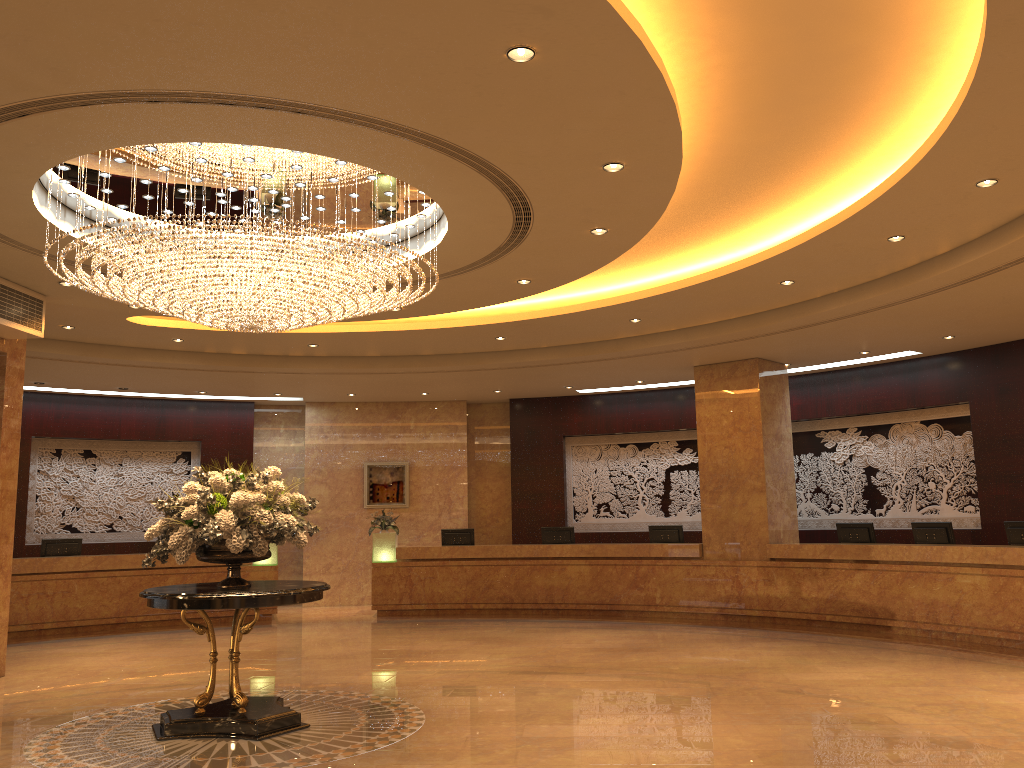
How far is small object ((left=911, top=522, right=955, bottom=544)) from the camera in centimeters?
1167cm

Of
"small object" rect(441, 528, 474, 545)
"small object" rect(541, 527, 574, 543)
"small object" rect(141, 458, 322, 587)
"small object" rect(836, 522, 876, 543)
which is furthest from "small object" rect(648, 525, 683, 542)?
"small object" rect(141, 458, 322, 587)

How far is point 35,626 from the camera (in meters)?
13.20

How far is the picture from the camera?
17.4 meters

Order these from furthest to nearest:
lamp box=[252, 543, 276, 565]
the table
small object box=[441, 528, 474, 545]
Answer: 1. small object box=[441, 528, 474, 545]
2. lamp box=[252, 543, 276, 565]
3. the table

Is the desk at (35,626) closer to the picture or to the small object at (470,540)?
the picture

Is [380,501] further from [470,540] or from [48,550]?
[48,550]

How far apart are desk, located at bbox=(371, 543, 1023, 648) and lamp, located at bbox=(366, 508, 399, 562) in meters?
0.1 m

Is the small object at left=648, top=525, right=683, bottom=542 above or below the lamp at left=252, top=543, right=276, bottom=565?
above

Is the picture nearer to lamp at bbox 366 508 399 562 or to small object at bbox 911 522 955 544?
lamp at bbox 366 508 399 562
